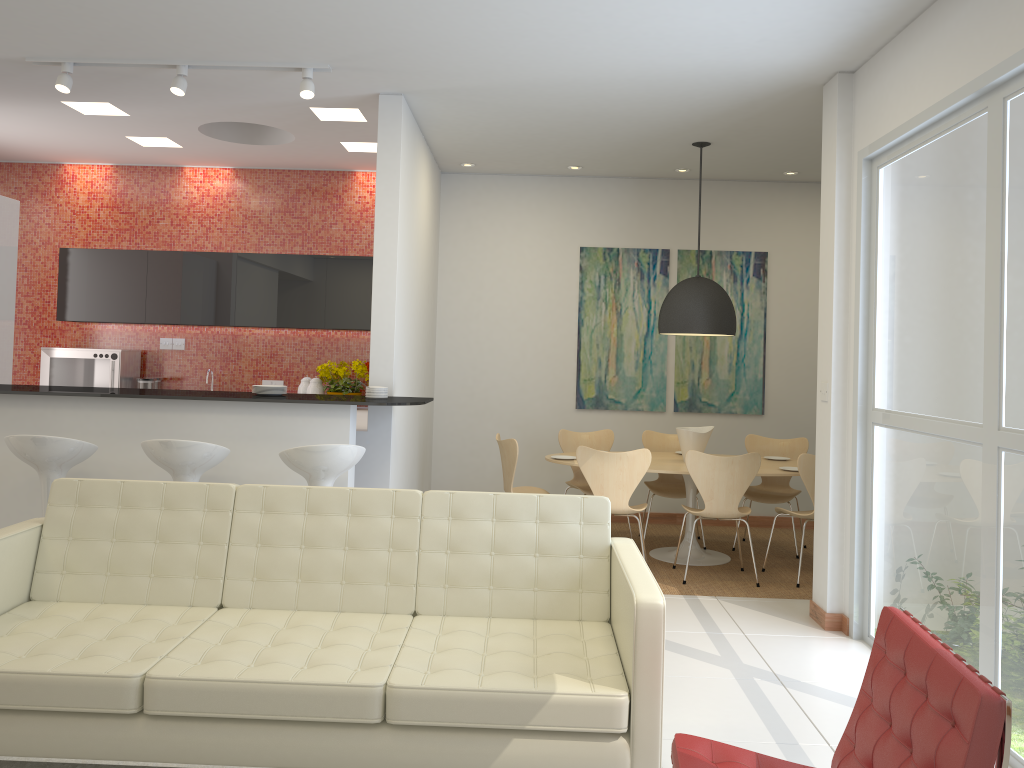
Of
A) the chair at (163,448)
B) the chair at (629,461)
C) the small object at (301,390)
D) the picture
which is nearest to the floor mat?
the chair at (163,448)

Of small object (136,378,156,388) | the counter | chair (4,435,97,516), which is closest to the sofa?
chair (4,435,97,516)

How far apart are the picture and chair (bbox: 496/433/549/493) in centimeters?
149cm

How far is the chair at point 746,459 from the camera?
6.0 meters

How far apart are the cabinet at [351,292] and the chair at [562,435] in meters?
2.0

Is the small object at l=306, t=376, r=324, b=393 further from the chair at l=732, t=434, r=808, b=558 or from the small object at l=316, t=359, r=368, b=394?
the chair at l=732, t=434, r=808, b=558

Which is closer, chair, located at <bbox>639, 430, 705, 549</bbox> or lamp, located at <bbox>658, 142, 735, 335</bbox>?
lamp, located at <bbox>658, 142, 735, 335</bbox>

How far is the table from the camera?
6.4m

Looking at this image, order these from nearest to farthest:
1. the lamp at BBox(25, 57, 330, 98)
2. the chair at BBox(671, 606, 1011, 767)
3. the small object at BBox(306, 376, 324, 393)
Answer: the chair at BBox(671, 606, 1011, 767)
the lamp at BBox(25, 57, 330, 98)
the small object at BBox(306, 376, 324, 393)

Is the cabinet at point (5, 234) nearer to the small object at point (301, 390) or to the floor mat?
the small object at point (301, 390)
